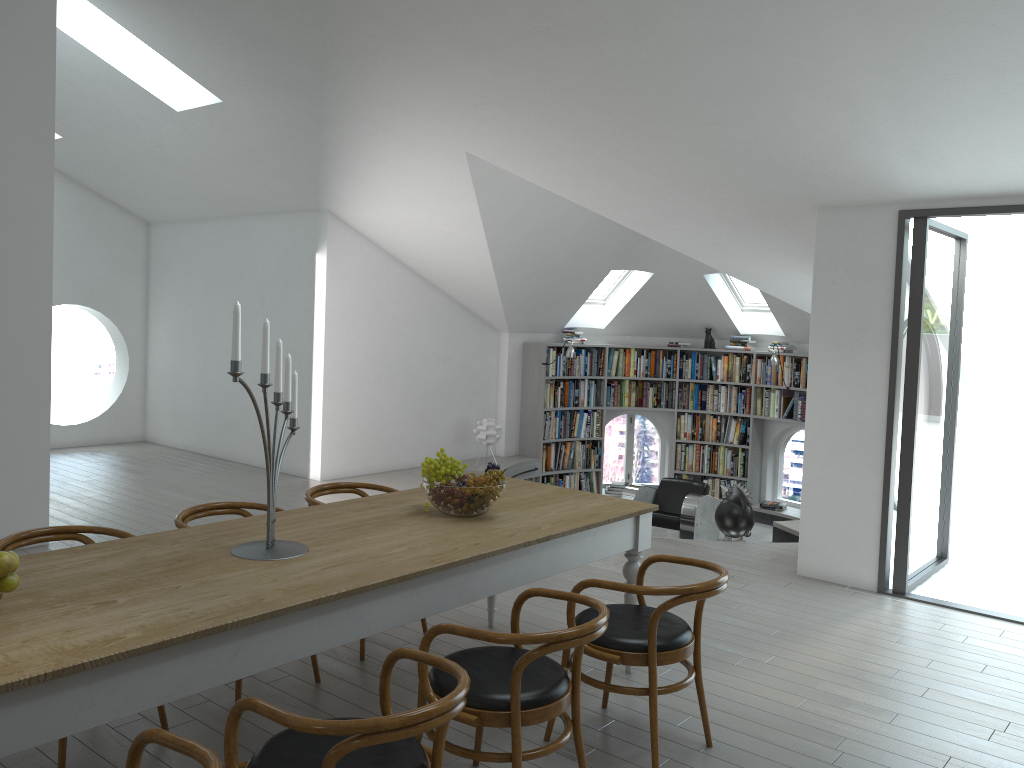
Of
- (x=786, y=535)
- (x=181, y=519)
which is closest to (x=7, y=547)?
(x=181, y=519)

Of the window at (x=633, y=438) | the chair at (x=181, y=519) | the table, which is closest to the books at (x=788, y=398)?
the window at (x=633, y=438)

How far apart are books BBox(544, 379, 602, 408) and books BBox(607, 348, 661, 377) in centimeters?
20cm

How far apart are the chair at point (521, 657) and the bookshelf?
7.30m

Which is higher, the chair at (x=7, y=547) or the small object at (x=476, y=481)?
the small object at (x=476, y=481)

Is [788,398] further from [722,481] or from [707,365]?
[722,481]

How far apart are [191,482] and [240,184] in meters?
2.9 m

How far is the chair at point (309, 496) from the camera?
4.5 meters

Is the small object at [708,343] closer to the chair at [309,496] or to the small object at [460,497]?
the chair at [309,496]

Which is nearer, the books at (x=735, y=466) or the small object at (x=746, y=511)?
the small object at (x=746, y=511)
